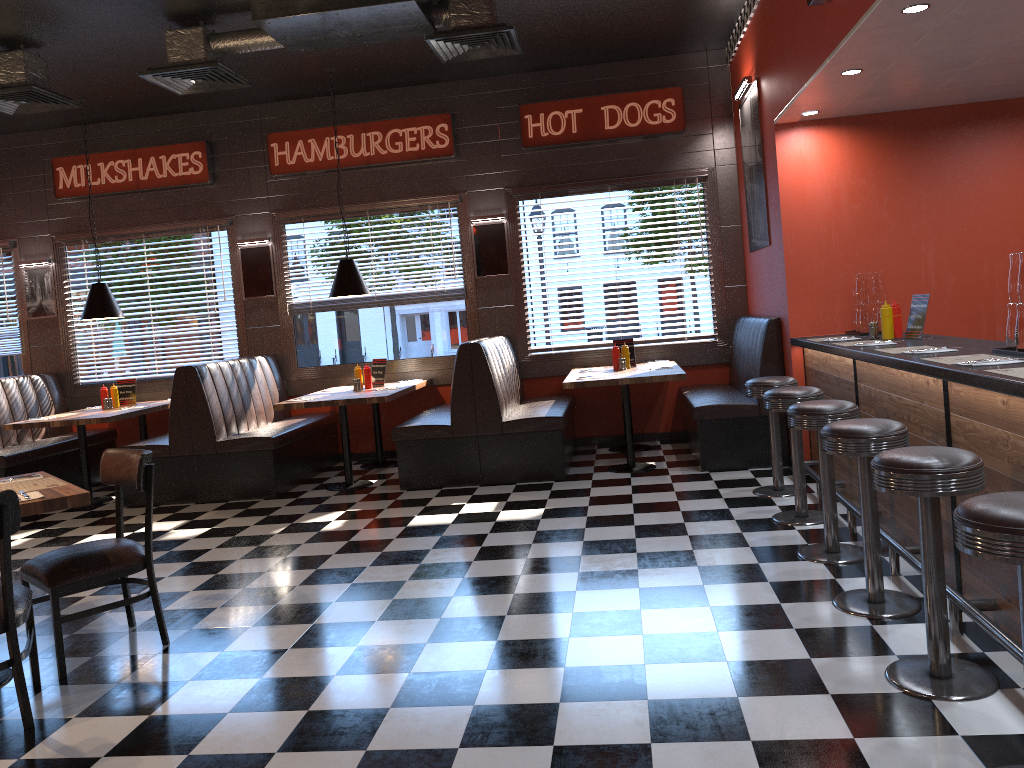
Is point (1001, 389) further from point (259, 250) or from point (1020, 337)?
point (259, 250)

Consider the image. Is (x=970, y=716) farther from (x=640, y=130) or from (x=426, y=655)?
(x=640, y=130)

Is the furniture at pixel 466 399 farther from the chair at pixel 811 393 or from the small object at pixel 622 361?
the chair at pixel 811 393

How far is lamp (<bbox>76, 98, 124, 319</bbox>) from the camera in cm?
810

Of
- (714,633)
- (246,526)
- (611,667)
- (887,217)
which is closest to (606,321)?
(887,217)

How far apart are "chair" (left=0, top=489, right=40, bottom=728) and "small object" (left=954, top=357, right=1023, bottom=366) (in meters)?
3.62

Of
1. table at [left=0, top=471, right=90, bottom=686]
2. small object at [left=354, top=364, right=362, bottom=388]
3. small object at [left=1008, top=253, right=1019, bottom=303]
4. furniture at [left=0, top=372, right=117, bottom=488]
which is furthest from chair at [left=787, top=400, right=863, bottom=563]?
furniture at [left=0, top=372, right=117, bottom=488]

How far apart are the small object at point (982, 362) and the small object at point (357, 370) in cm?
569

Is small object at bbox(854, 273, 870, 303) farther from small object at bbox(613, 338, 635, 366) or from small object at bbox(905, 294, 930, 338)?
small object at bbox(613, 338, 635, 366)

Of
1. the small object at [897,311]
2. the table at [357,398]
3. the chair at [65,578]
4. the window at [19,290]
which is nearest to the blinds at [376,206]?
the table at [357,398]
